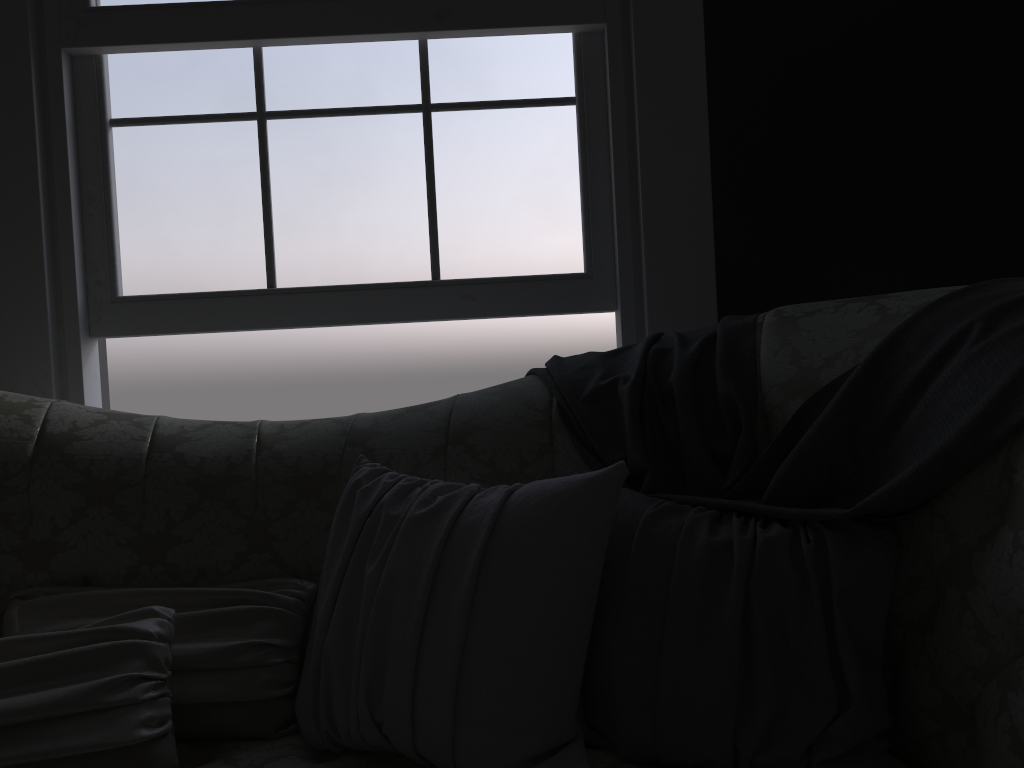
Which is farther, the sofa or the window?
Answer: the window

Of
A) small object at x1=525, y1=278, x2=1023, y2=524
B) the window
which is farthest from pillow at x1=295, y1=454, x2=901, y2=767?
the window

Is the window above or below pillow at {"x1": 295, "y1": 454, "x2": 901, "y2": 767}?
above

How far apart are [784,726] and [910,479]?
0.38m

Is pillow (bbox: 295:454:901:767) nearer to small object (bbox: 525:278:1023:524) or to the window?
small object (bbox: 525:278:1023:524)

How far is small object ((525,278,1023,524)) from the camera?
1.2m

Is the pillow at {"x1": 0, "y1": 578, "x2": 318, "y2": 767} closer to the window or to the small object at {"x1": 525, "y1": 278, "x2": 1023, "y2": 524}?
the small object at {"x1": 525, "y1": 278, "x2": 1023, "y2": 524}

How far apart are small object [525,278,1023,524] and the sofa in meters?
0.0 m

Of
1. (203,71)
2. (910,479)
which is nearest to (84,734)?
(910,479)

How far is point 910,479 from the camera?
1.20m
